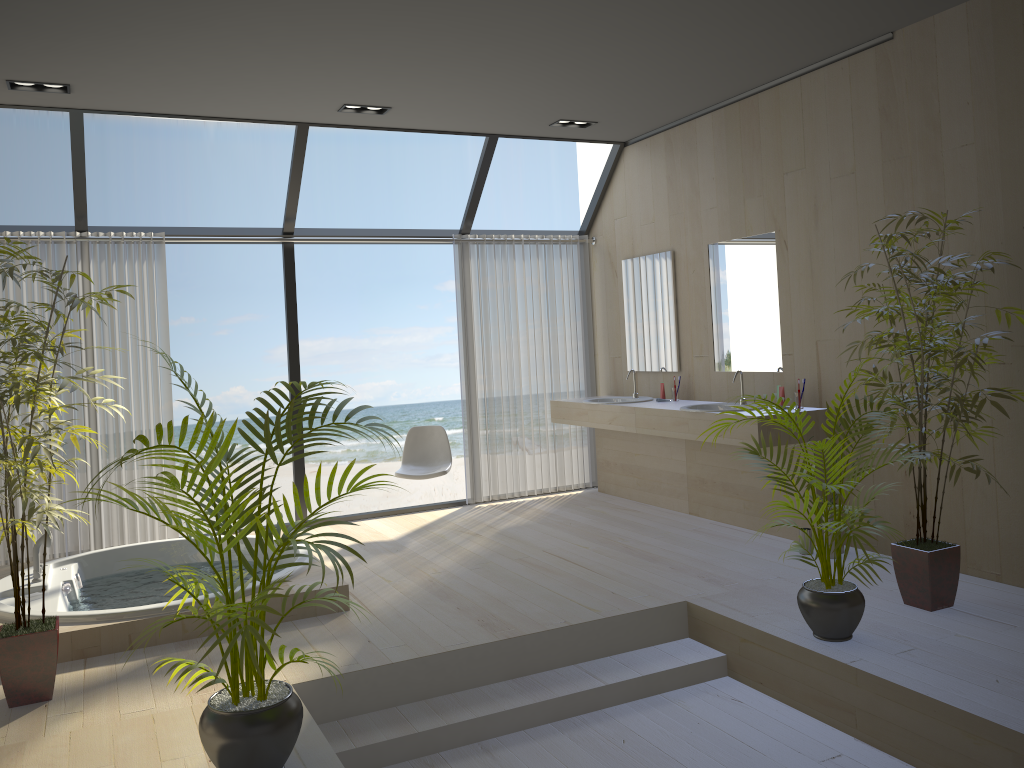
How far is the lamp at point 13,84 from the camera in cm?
470

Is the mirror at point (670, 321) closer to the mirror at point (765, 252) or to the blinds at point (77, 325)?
the mirror at point (765, 252)

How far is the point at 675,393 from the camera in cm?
625

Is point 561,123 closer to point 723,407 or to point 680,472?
point 723,407

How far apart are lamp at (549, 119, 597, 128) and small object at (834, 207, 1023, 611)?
2.72m

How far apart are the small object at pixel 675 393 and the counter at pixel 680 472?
0.3m

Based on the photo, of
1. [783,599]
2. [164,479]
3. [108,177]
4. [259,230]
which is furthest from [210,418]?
[108,177]

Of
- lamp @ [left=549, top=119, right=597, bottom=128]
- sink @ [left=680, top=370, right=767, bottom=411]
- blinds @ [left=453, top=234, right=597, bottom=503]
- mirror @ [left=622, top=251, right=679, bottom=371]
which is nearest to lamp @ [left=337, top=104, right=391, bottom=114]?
lamp @ [left=549, top=119, right=597, bottom=128]

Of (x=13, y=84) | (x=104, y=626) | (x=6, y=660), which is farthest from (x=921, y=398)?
(x=13, y=84)

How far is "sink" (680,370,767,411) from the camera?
5.6 meters
